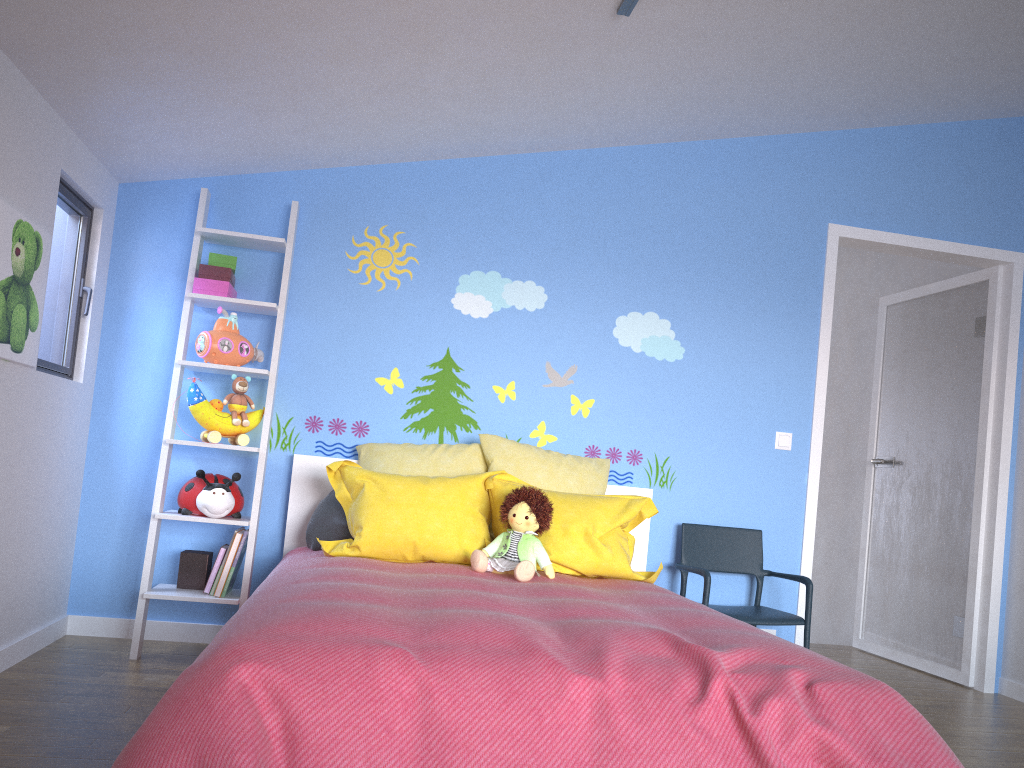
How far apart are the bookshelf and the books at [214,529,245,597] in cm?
3

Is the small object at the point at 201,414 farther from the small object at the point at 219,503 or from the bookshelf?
the small object at the point at 219,503

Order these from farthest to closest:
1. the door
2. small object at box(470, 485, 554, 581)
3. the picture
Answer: the door → small object at box(470, 485, 554, 581) → the picture

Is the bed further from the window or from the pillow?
the window

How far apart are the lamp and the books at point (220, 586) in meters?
2.3 m

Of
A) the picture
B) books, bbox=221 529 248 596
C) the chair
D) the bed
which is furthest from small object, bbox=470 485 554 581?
the picture

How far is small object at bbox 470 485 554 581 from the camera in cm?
294

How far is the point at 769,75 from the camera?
3.4m

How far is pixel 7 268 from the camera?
2.63m

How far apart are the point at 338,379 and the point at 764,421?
1.9m
